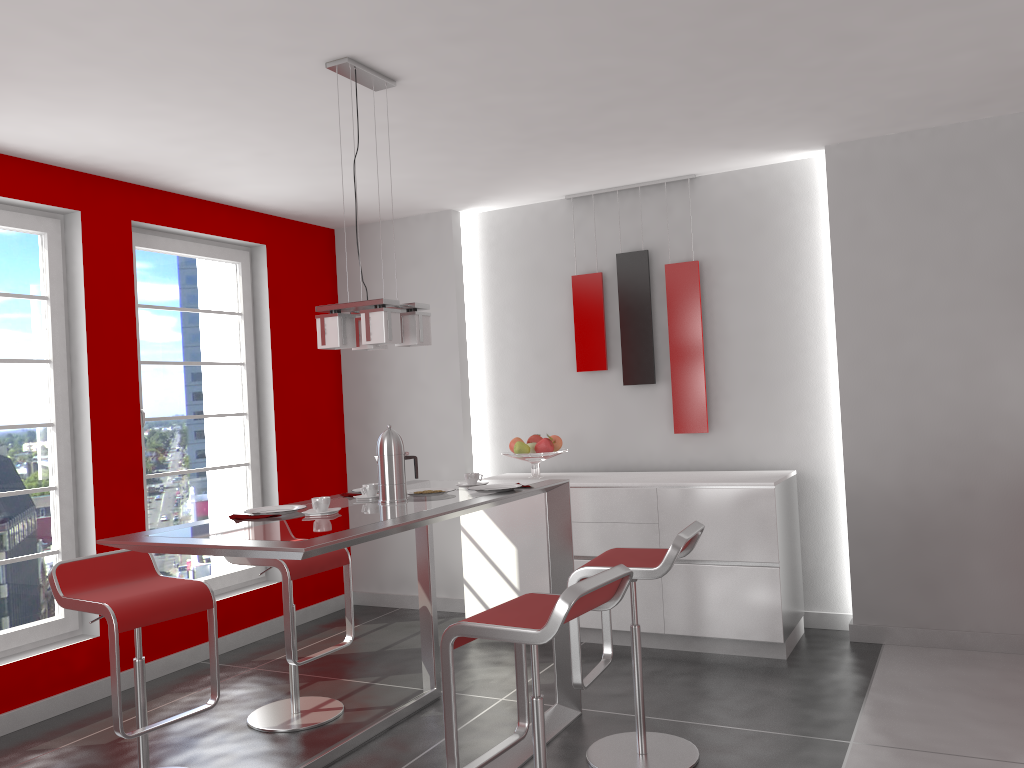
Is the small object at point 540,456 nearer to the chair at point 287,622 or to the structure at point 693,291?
the structure at point 693,291

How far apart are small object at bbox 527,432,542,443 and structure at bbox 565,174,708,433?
0.5 meters

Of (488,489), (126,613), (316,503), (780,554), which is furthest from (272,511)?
(780,554)

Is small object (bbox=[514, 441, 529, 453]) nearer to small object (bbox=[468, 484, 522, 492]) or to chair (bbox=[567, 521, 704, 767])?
small object (bbox=[468, 484, 522, 492])

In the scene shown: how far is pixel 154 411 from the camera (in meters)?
4.88

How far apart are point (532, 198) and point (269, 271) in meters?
1.7 m

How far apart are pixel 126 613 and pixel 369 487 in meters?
0.9

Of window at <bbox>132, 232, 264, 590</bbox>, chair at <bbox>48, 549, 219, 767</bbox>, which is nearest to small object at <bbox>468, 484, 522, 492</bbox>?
chair at <bbox>48, 549, 219, 767</bbox>

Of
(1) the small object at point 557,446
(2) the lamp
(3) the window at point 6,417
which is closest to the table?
(2) the lamp

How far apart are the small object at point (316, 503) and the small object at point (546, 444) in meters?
2.3 m
